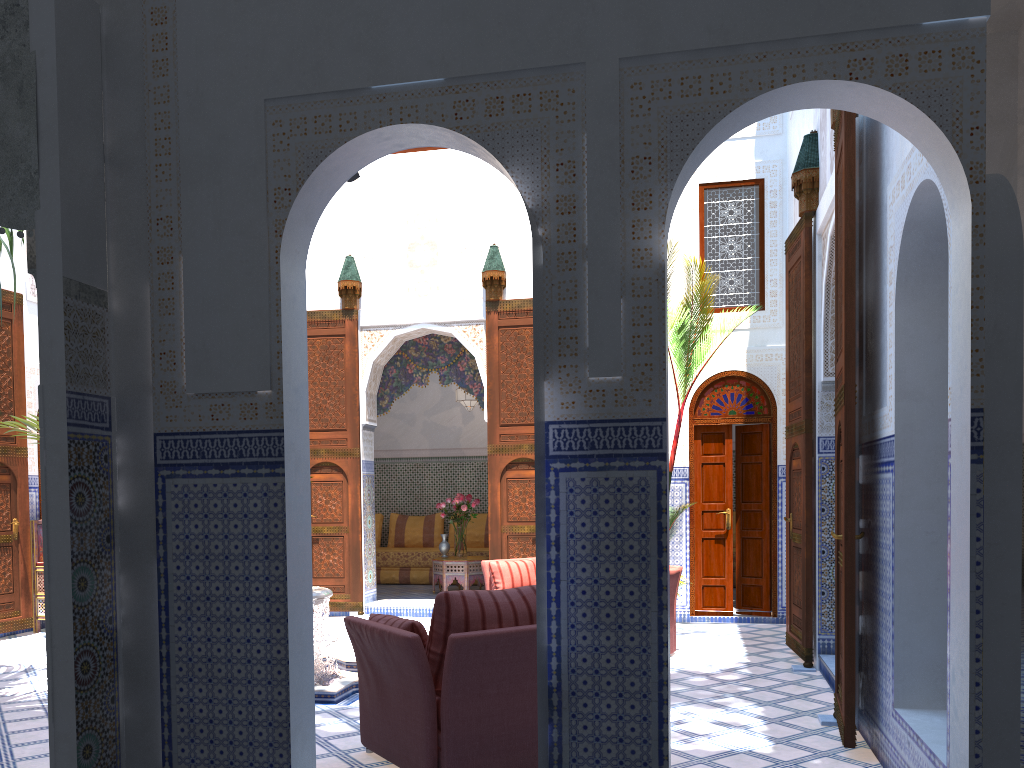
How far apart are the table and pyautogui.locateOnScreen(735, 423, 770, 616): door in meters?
2.3

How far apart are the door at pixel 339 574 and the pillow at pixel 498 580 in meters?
1.7 m

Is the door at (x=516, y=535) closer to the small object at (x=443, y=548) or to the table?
the table

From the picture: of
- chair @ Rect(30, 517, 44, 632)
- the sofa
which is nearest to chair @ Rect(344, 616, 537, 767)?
the sofa

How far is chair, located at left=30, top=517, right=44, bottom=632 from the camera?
6.50m

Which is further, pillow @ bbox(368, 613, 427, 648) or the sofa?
the sofa

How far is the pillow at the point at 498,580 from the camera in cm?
577

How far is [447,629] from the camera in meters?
2.9 m

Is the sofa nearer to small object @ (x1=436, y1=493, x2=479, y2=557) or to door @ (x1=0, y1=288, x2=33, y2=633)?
small object @ (x1=436, y1=493, x2=479, y2=557)

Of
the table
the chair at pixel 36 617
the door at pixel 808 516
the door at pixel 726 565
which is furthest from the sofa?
the chair at pixel 36 617
